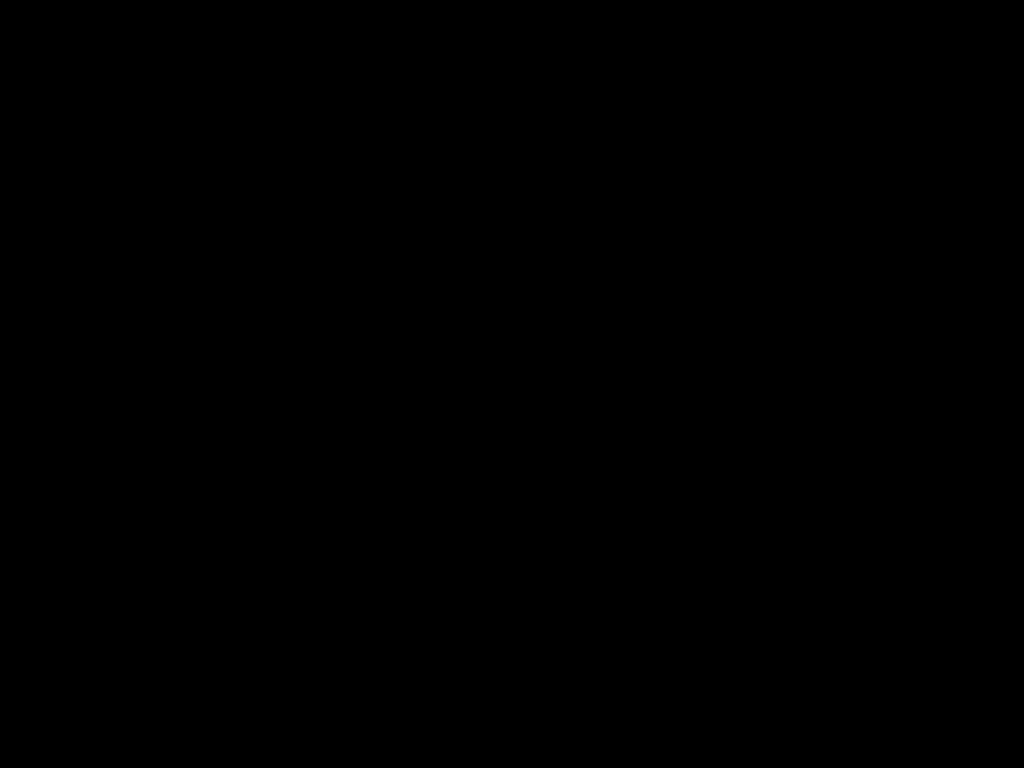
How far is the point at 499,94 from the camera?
1.80m

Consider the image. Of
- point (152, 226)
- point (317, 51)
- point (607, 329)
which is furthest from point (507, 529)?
point (152, 226)
